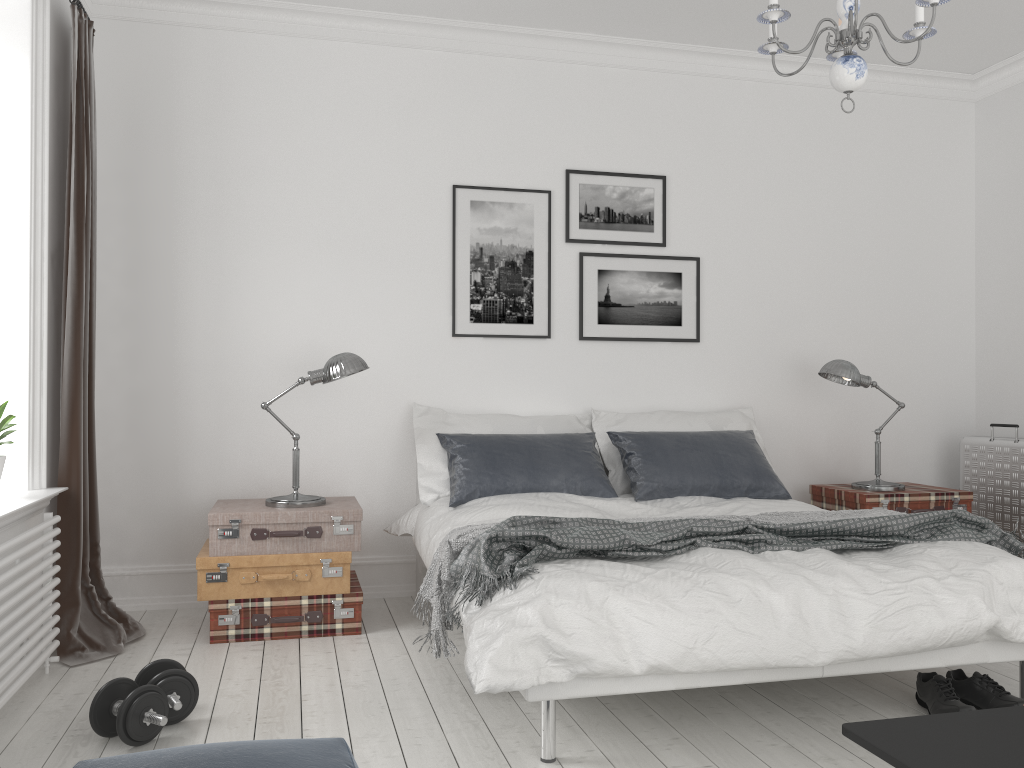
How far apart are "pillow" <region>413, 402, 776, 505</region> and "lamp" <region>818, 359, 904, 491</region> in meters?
0.4 m

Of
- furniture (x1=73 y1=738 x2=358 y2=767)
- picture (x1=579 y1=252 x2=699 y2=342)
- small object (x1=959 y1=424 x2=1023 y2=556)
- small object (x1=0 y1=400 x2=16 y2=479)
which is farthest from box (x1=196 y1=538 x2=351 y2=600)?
small object (x1=959 y1=424 x2=1023 y2=556)

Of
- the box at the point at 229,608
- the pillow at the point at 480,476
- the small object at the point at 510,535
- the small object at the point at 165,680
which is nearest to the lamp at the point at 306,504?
the box at the point at 229,608

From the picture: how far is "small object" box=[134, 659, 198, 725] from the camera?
2.81m

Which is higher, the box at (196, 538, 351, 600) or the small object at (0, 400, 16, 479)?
the small object at (0, 400, 16, 479)

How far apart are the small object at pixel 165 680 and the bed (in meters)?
0.91

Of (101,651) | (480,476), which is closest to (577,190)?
(480,476)

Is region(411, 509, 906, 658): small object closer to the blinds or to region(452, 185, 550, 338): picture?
the blinds

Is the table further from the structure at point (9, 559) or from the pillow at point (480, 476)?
the structure at point (9, 559)

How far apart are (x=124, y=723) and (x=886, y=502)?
3.6 meters
